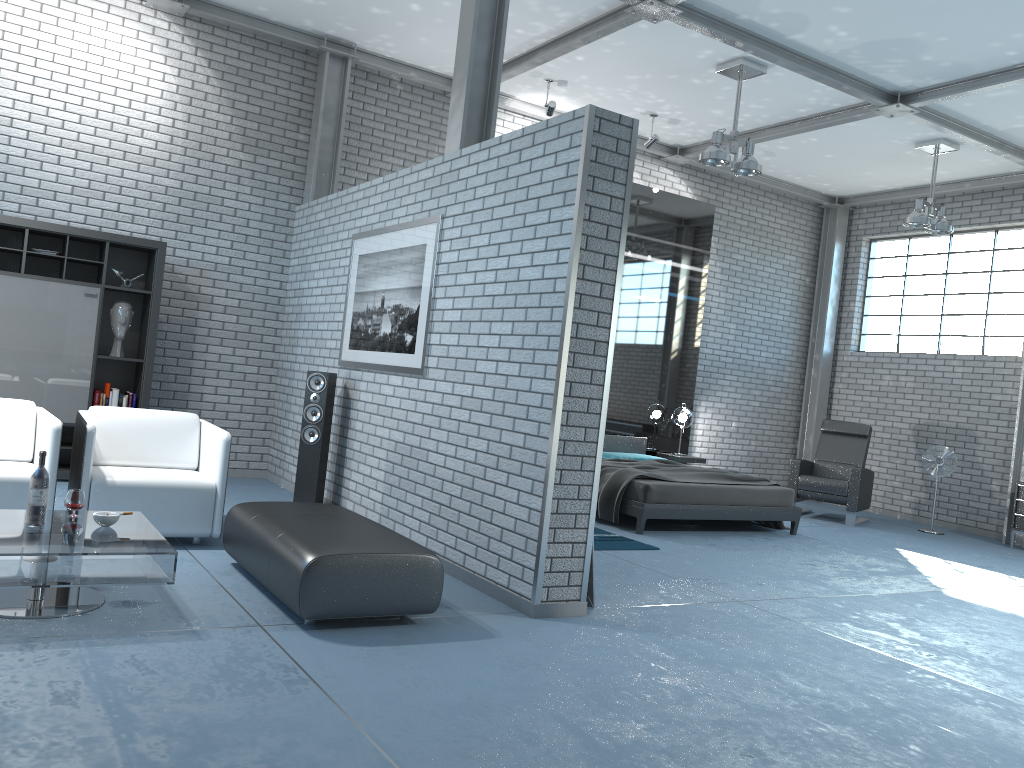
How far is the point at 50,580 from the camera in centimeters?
338cm

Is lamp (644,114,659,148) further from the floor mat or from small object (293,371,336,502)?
small object (293,371,336,502)

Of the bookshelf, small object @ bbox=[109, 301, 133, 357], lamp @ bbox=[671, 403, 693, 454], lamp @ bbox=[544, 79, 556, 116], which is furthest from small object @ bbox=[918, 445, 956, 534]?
small object @ bbox=[109, 301, 133, 357]

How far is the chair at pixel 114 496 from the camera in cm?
476

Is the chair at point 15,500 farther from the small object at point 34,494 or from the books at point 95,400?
the books at point 95,400

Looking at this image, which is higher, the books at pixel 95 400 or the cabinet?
the books at pixel 95 400

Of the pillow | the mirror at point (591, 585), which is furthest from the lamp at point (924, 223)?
the mirror at point (591, 585)

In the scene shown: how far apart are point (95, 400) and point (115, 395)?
0.1m

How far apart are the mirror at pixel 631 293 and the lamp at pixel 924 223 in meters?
2.3

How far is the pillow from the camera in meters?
9.3 m
